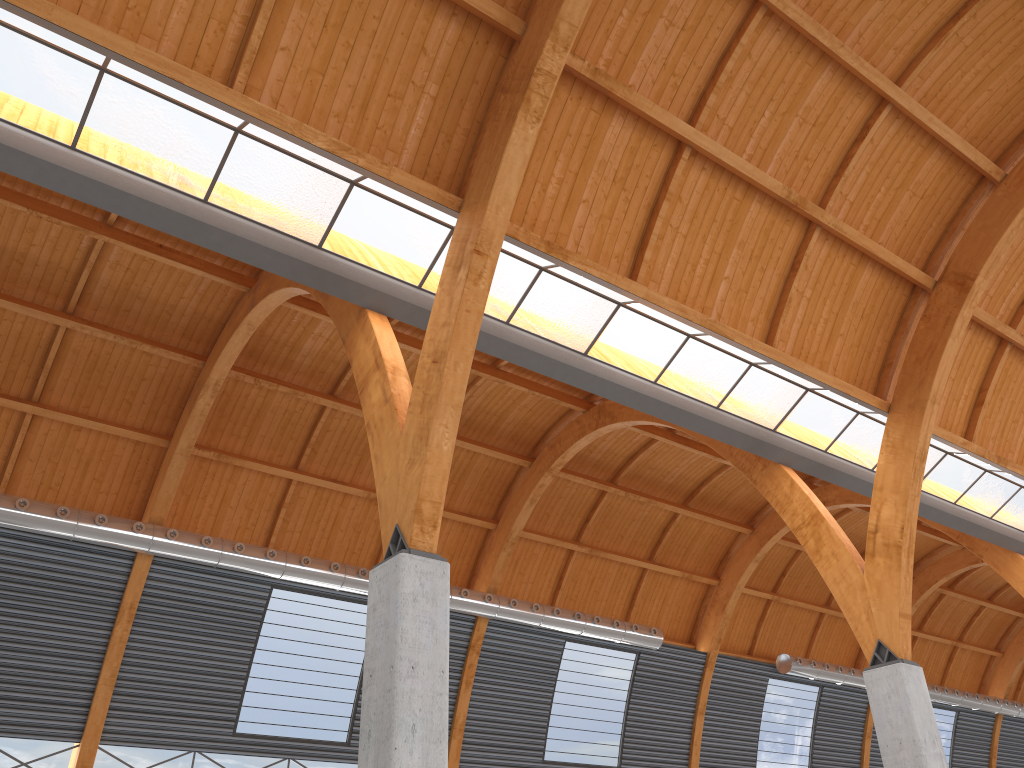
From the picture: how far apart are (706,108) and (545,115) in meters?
4.7 m
